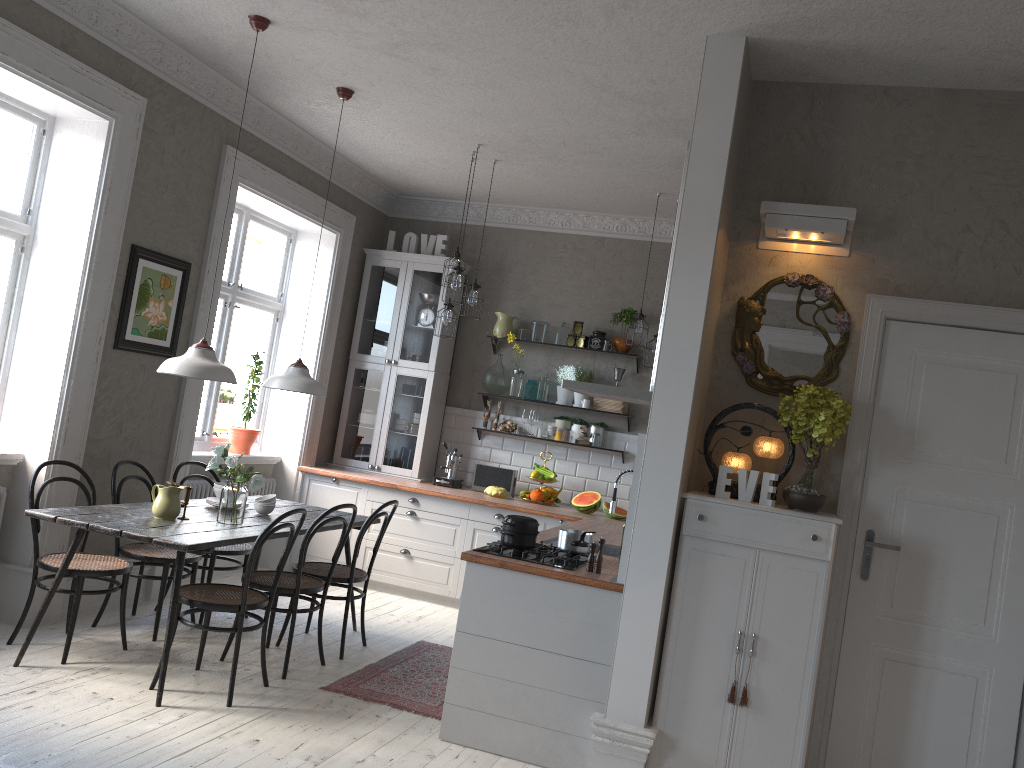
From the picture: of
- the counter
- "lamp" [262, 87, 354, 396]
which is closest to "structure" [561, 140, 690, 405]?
the counter

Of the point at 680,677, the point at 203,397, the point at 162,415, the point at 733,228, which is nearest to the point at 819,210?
the point at 733,228

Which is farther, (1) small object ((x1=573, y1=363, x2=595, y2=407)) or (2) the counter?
(1) small object ((x1=573, y1=363, x2=595, y2=407))

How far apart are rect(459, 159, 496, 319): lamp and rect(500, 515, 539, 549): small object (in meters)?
2.36

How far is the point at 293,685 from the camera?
4.5 meters

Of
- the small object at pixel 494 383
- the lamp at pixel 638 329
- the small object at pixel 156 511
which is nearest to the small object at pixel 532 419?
the small object at pixel 494 383

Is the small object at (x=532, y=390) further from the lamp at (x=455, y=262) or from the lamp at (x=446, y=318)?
the lamp at (x=455, y=262)

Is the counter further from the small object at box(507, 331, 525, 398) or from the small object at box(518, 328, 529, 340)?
the small object at box(518, 328, 529, 340)

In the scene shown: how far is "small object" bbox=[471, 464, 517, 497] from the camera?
7.3 meters

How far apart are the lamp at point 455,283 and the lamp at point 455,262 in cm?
19
